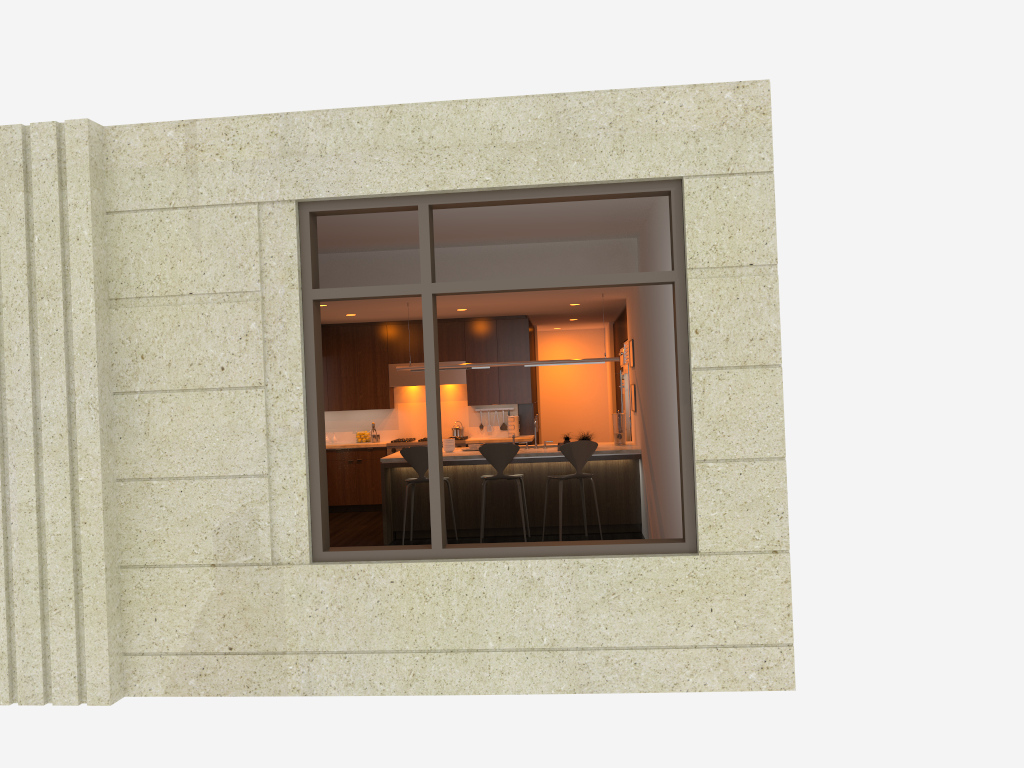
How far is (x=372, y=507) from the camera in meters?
12.1

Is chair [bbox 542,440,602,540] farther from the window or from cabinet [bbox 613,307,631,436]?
the window

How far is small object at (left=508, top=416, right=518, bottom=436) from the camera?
12.15m

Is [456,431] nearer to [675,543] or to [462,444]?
[462,444]

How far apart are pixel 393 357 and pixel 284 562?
7.08m

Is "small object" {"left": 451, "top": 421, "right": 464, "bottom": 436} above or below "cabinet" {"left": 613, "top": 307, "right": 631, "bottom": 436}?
below

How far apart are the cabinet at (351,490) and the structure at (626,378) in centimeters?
135cm

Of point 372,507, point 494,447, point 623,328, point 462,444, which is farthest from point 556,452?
point 372,507

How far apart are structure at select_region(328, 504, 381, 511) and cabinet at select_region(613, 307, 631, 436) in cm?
386

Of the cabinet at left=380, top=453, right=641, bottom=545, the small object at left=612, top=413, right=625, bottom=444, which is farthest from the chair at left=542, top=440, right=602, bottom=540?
the small object at left=612, top=413, right=625, bottom=444
